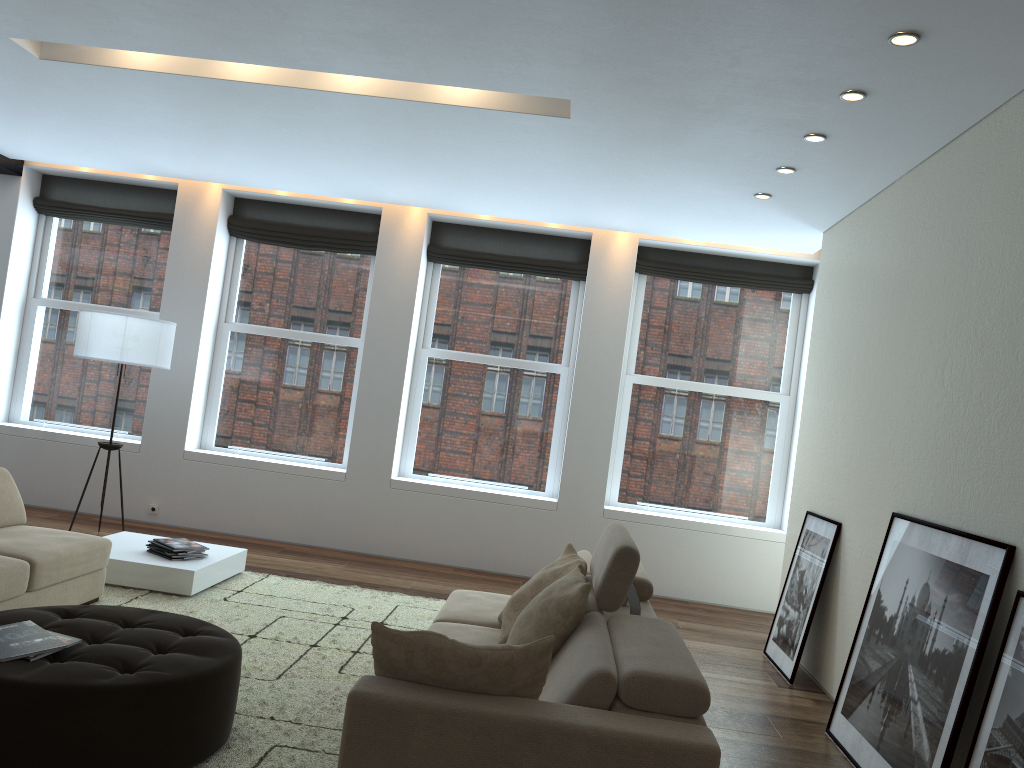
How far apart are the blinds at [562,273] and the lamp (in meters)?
2.27

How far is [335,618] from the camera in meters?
5.3

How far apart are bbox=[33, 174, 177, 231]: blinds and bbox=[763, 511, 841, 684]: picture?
6.00m

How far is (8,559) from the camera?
4.2 meters

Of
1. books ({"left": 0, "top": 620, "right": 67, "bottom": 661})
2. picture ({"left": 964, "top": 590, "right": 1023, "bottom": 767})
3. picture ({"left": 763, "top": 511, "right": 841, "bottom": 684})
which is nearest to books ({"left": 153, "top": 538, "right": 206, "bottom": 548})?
books ({"left": 0, "top": 620, "right": 67, "bottom": 661})

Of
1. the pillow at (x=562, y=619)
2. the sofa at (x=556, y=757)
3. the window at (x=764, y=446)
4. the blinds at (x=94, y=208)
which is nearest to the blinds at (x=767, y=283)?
the window at (x=764, y=446)

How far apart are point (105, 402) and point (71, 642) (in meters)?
5.56

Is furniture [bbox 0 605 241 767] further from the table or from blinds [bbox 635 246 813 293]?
blinds [bbox 635 246 813 293]

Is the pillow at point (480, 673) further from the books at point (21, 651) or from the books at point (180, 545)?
the books at point (180, 545)

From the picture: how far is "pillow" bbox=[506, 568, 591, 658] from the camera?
3.1 meters
